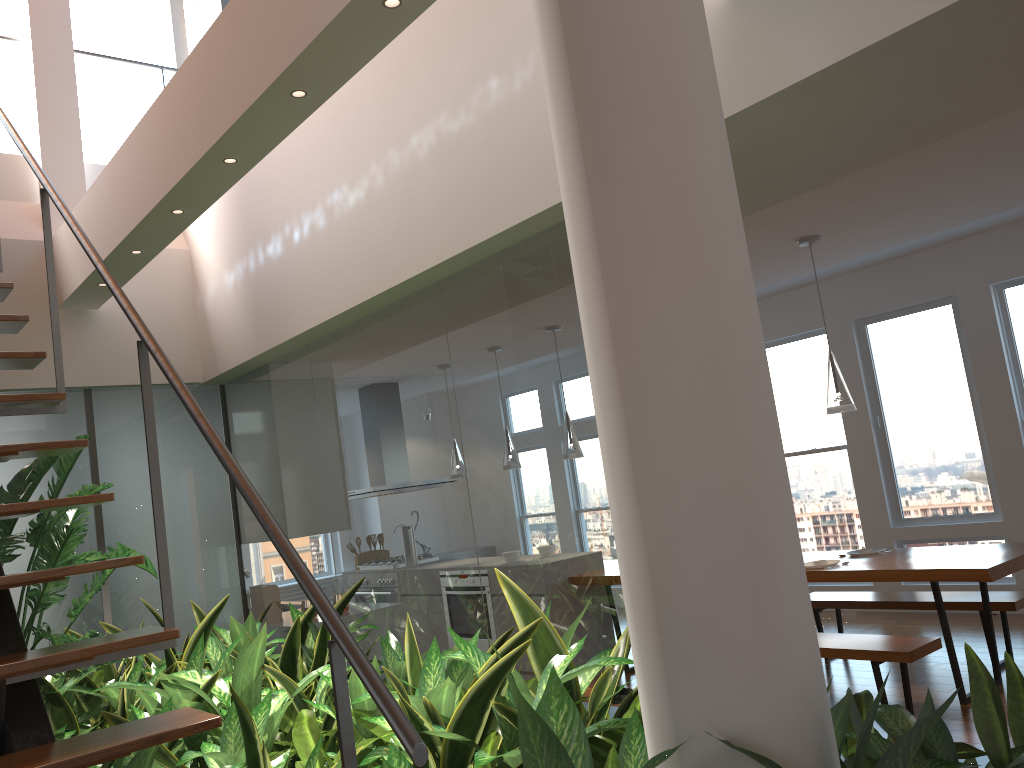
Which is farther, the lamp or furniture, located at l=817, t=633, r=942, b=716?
the lamp

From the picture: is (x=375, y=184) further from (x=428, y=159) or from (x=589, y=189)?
(x=589, y=189)

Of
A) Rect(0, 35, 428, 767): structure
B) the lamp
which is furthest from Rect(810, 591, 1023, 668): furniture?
Rect(0, 35, 428, 767): structure

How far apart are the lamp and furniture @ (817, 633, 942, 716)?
1.18m

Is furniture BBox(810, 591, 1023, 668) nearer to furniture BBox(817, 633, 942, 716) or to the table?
the table

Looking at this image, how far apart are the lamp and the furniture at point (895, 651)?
1.2 meters

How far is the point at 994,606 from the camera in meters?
4.9 m

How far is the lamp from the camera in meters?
4.8

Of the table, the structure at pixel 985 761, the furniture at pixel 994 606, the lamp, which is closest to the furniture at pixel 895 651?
the table

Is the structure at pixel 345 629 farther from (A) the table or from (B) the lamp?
(B) the lamp
